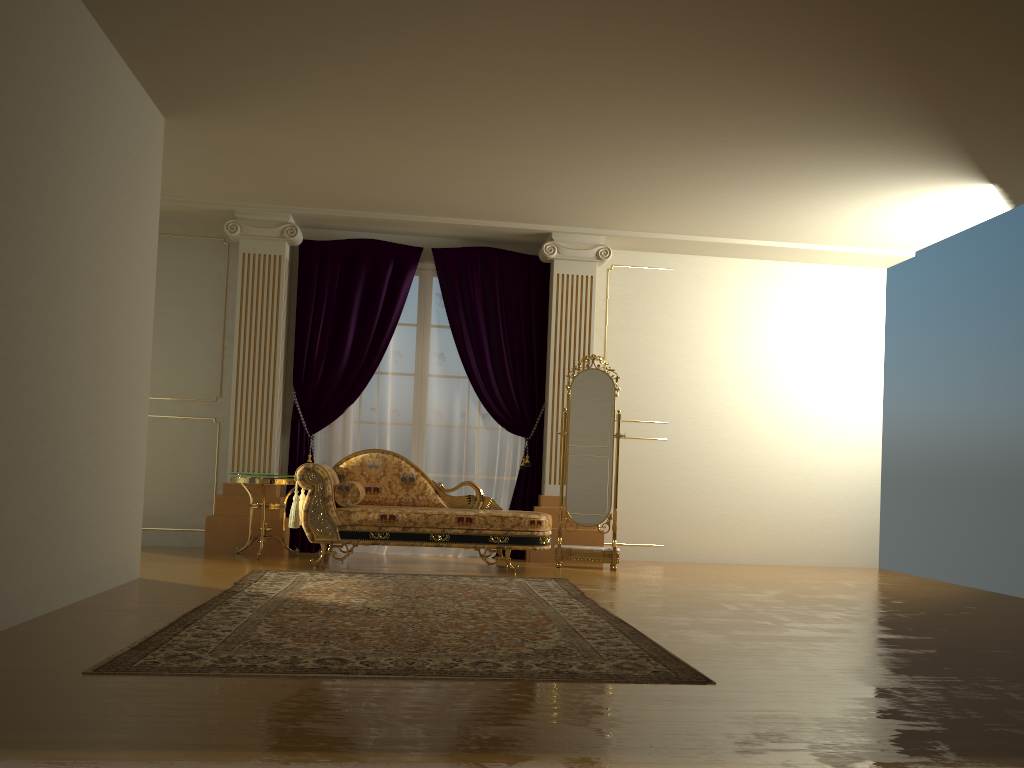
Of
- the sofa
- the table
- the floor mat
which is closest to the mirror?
the sofa

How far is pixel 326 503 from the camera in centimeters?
611cm

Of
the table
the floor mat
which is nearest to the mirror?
the floor mat

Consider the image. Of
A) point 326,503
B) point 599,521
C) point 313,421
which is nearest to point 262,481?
point 326,503

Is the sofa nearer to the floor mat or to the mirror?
the floor mat

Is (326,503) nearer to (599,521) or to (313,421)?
(313,421)

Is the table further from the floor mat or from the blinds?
the floor mat

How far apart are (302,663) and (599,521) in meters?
4.1

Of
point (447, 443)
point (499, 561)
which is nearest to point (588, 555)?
point (499, 561)

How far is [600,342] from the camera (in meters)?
7.84
